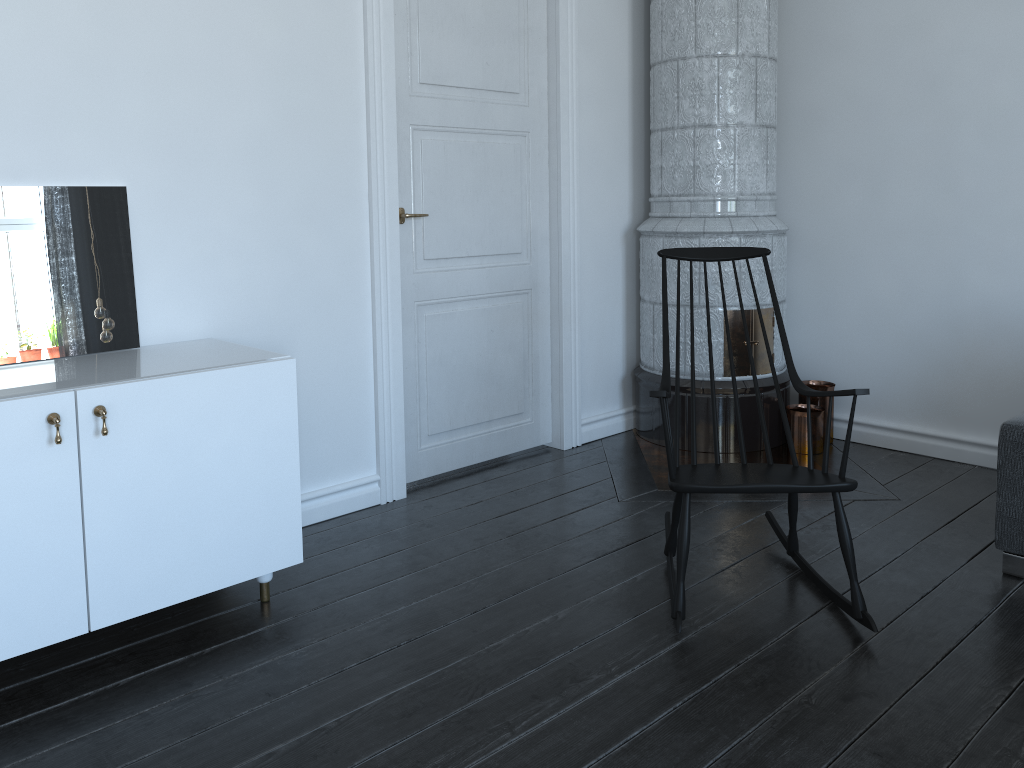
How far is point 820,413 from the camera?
4.1m

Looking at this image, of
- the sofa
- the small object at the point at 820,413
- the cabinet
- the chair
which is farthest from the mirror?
the small object at the point at 820,413

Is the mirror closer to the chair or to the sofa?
the chair

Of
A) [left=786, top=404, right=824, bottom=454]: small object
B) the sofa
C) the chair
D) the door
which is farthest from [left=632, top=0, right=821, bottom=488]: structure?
the sofa

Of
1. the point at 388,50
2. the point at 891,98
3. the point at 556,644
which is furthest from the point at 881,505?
the point at 388,50

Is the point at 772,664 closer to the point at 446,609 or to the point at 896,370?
the point at 446,609

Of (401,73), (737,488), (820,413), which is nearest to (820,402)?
(820,413)

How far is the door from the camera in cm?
340

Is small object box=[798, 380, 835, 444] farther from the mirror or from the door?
the mirror

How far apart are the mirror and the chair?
1.60m
